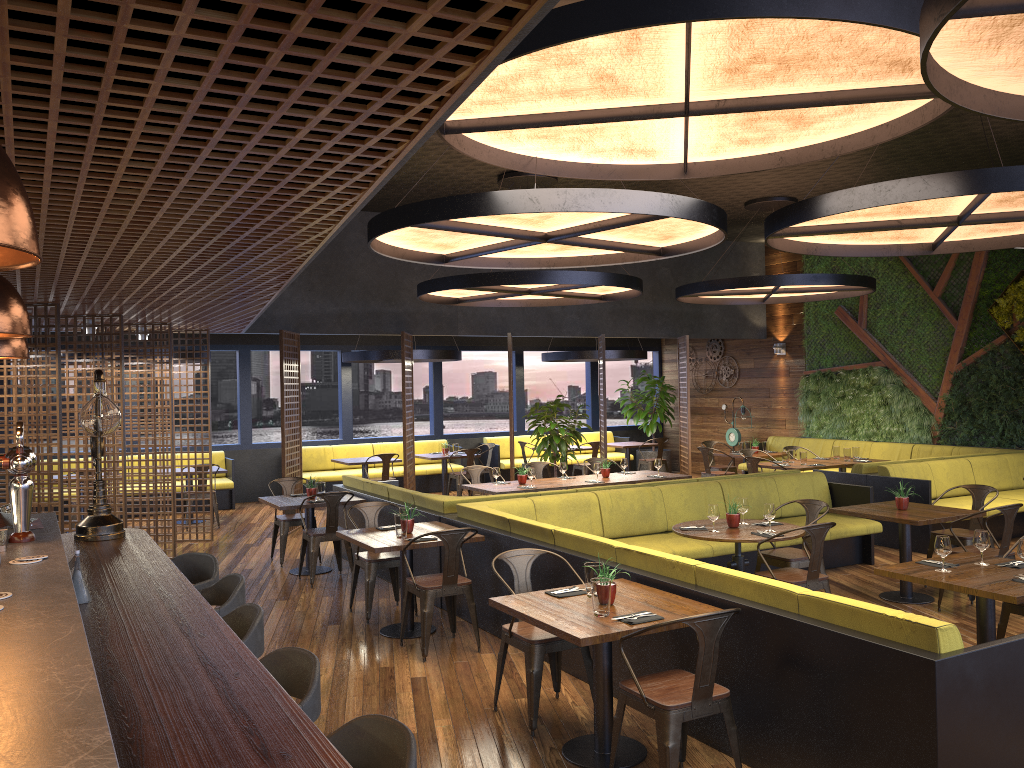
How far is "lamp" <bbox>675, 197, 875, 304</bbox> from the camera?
11.51m

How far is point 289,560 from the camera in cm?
995

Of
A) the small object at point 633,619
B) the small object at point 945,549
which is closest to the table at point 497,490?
the small object at point 945,549

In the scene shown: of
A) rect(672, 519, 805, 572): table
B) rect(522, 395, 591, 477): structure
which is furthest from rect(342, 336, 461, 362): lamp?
rect(672, 519, 805, 572): table

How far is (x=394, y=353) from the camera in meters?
13.8 m

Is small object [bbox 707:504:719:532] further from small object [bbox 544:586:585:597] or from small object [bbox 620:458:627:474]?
small object [bbox 620:458:627:474]

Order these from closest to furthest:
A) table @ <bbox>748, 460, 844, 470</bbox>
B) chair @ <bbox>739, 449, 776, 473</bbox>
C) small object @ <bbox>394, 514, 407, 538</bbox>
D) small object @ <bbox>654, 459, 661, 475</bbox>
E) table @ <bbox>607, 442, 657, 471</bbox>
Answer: small object @ <bbox>394, 514, 407, 538</bbox> < small object @ <bbox>654, 459, 661, 475</bbox> < table @ <bbox>748, 460, 844, 470</bbox> < chair @ <bbox>739, 449, 776, 473</bbox> < table @ <bbox>607, 442, 657, 471</bbox>

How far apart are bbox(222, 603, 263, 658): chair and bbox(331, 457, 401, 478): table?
10.2 meters

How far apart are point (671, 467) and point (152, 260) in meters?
14.5

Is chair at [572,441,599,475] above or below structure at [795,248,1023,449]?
below
